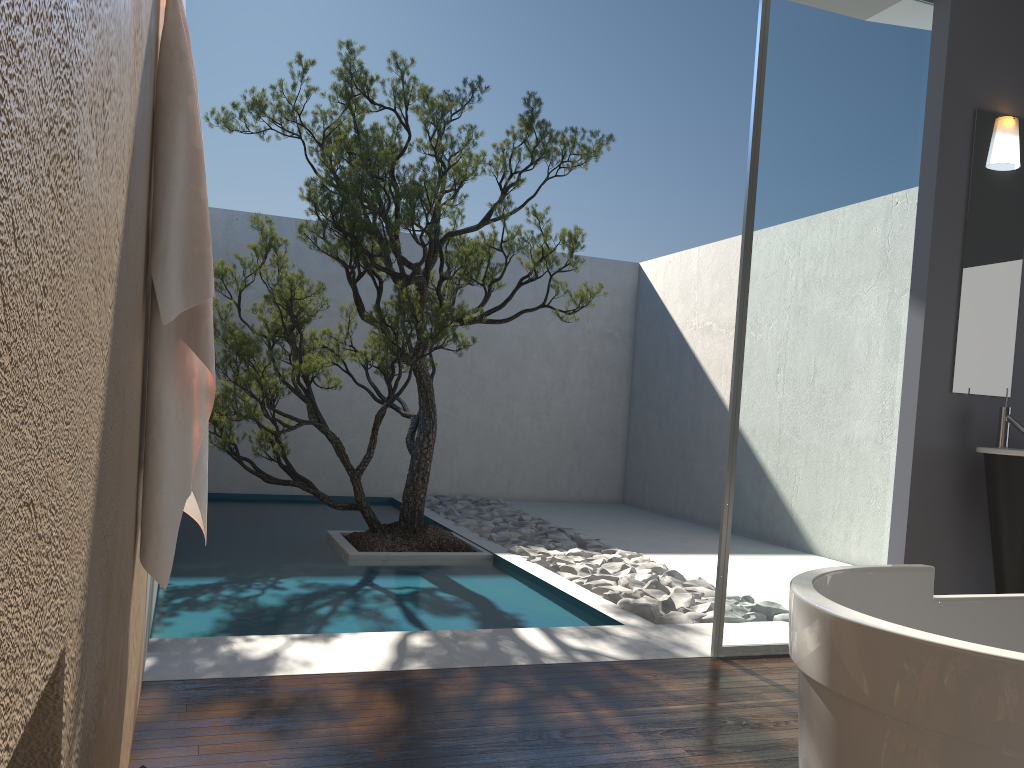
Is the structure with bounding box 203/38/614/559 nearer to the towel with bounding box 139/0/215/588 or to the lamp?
the lamp

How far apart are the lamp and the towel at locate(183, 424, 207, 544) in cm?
364

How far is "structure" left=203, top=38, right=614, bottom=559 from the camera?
5.1 meters

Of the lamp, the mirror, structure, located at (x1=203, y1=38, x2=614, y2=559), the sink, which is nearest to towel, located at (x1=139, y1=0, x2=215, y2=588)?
structure, located at (x1=203, y1=38, x2=614, y2=559)

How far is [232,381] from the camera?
Result: 5.0 meters

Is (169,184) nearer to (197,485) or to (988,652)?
(197,485)

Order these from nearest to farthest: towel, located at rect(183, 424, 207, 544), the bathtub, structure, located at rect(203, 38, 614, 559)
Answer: the bathtub < towel, located at rect(183, 424, 207, 544) < structure, located at rect(203, 38, 614, 559)

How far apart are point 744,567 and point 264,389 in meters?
2.9 m

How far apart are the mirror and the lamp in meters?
0.0

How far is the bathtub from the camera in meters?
1.2
